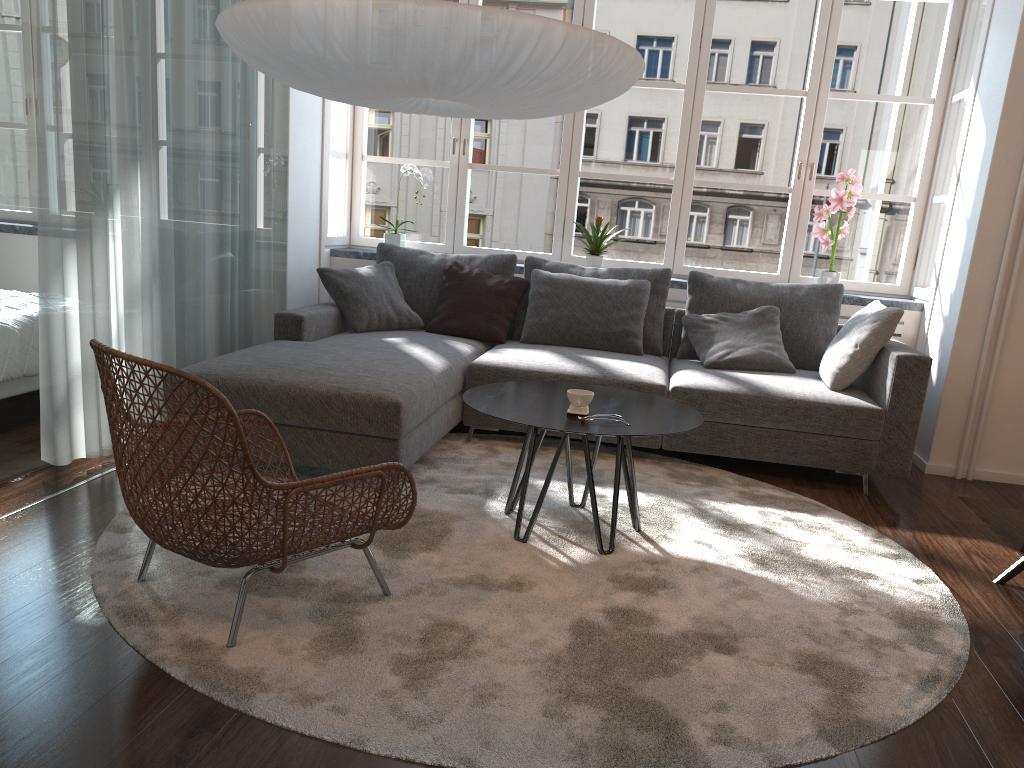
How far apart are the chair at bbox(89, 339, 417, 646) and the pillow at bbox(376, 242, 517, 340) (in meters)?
2.25

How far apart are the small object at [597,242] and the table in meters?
1.9 m

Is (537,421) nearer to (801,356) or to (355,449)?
(355,449)

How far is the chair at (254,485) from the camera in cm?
203

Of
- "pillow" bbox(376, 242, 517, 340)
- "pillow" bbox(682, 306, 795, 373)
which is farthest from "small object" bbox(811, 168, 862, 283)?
"pillow" bbox(376, 242, 517, 340)

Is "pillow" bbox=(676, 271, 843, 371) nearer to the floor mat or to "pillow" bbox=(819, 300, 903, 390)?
"pillow" bbox=(819, 300, 903, 390)

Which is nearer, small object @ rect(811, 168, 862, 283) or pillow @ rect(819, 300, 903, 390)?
pillow @ rect(819, 300, 903, 390)

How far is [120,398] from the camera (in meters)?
2.13

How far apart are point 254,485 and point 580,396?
1.2 meters

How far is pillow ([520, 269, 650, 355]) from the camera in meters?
4.7
